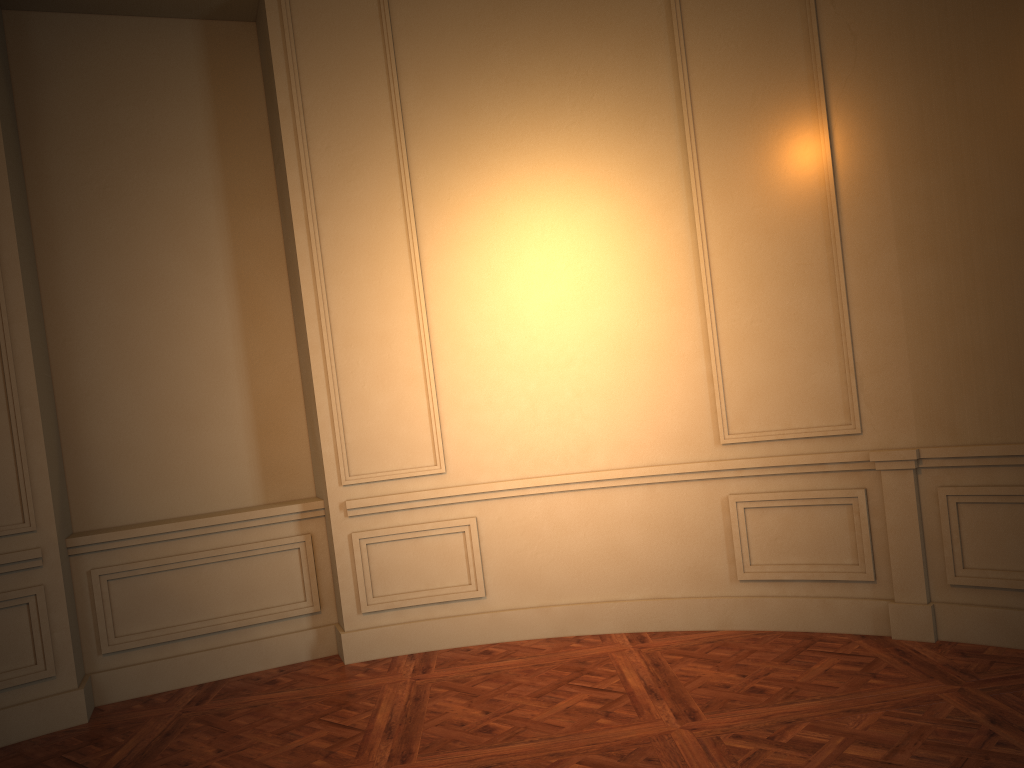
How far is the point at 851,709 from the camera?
3.4m
